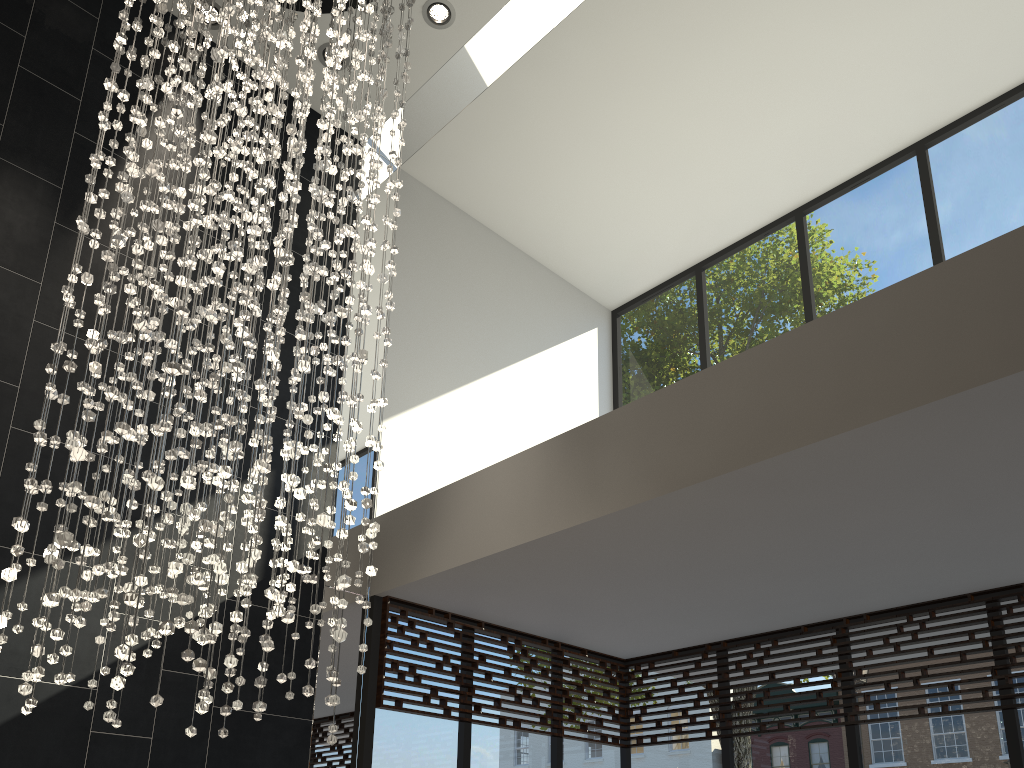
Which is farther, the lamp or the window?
the window

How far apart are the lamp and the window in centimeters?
118cm

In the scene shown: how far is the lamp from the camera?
2.7m

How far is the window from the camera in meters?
4.6 m

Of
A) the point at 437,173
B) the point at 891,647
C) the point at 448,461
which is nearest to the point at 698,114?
the point at 437,173

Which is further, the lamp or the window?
the window

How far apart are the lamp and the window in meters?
1.2
